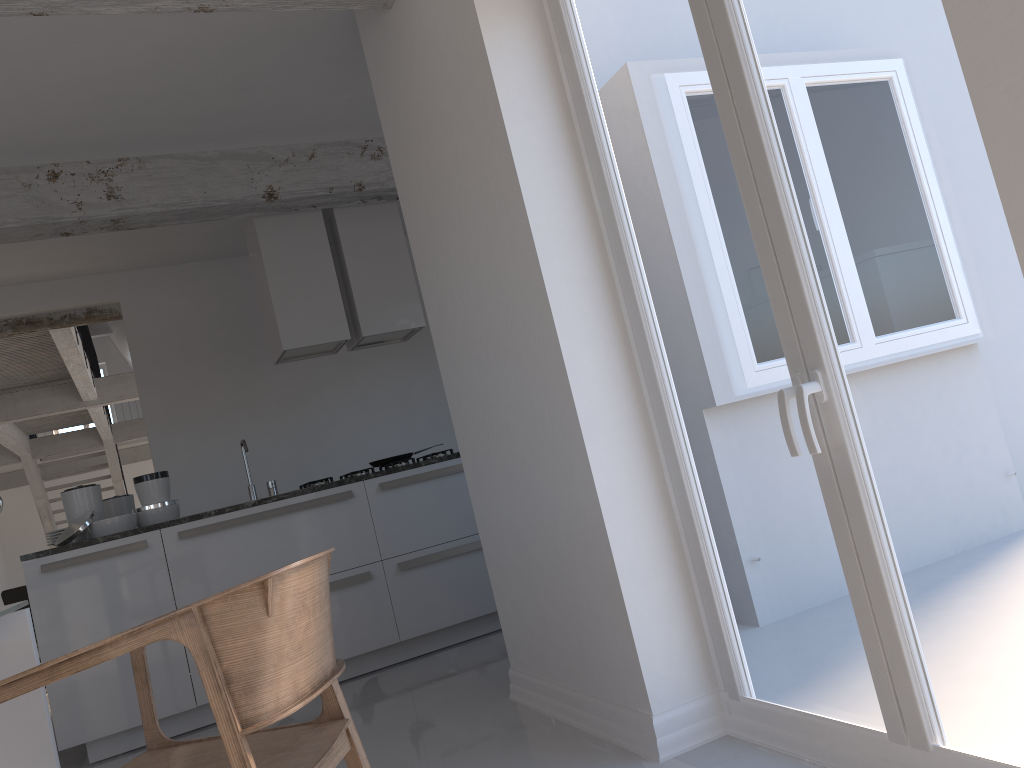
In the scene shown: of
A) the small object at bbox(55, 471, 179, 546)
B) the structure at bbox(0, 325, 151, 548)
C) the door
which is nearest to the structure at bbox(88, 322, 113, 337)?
the structure at bbox(0, 325, 151, 548)

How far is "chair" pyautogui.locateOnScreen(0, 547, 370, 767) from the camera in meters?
1.5 m

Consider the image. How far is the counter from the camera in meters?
4.0 m

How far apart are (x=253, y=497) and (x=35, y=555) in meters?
1.1 m

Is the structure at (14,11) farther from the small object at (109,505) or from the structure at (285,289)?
the small object at (109,505)

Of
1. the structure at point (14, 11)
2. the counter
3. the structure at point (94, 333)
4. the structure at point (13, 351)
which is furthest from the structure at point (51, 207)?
the structure at point (94, 333)

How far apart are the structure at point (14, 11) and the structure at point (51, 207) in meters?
1.9

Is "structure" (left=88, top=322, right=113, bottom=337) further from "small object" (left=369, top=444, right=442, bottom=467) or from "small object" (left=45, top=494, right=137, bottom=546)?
"small object" (left=369, top=444, right=442, bottom=467)

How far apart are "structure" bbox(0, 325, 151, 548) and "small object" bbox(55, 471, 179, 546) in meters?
2.9

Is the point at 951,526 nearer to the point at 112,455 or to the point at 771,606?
the point at 771,606
